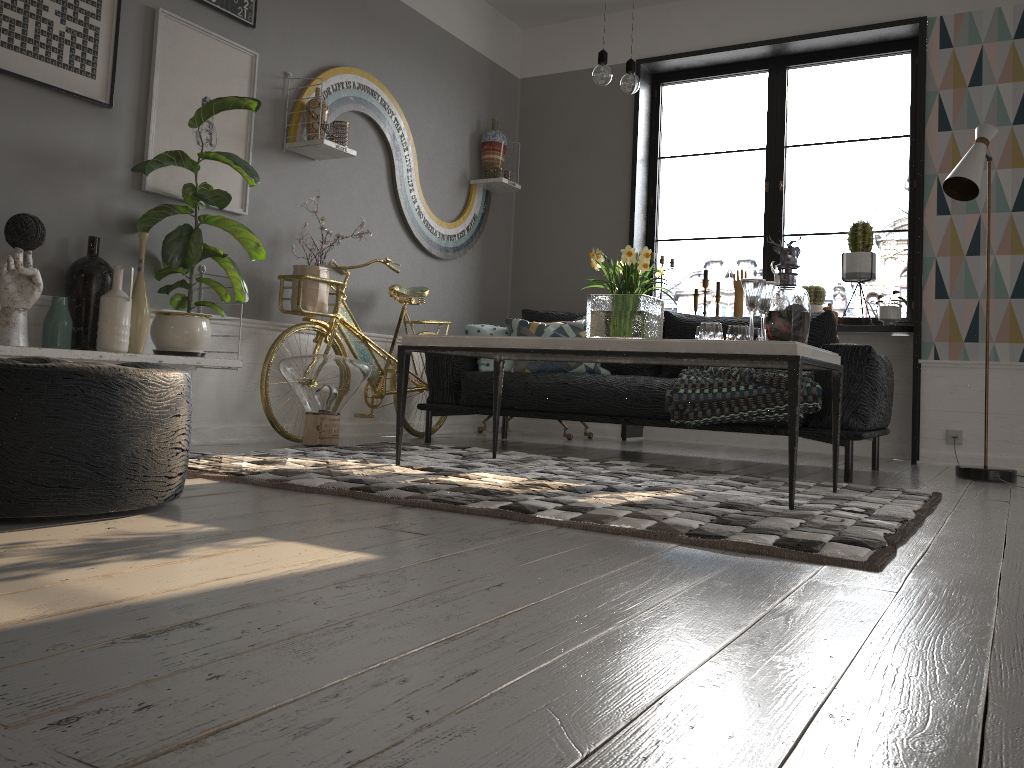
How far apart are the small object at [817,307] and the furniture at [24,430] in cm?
423

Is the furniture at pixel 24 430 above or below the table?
below

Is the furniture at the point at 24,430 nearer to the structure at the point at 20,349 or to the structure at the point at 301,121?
the structure at the point at 20,349

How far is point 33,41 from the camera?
3.29m

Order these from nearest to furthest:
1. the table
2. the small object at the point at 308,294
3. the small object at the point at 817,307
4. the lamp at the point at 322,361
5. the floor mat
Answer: the floor mat → the table → the lamp at the point at 322,361 → the small object at the point at 308,294 → the small object at the point at 817,307

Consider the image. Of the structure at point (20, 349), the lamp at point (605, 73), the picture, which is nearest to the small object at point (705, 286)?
the lamp at point (605, 73)

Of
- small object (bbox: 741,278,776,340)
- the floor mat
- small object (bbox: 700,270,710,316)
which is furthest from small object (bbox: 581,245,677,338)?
small object (bbox: 700,270,710,316)

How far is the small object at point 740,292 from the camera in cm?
570

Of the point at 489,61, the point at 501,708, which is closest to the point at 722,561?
the point at 501,708

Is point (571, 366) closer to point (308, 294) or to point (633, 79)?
point (308, 294)
